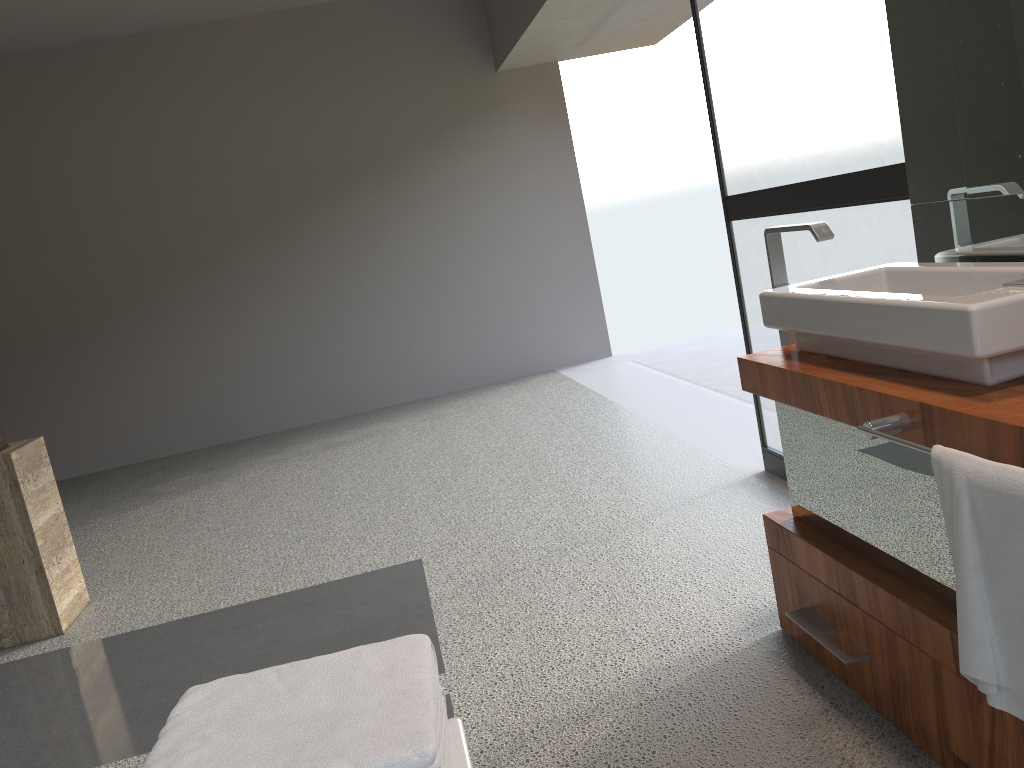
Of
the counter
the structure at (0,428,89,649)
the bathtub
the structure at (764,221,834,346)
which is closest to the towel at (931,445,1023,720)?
the counter

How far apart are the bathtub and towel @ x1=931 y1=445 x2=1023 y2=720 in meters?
0.7

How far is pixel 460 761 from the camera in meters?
1.1

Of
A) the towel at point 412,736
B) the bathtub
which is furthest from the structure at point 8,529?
the bathtub

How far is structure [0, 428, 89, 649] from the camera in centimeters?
318cm

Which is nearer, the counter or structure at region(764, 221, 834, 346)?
the counter

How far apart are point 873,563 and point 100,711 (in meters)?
2.15

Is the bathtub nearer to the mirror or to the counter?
the counter

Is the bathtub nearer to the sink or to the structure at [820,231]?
the sink

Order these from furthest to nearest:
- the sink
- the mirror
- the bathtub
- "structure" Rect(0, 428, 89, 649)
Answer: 1. "structure" Rect(0, 428, 89, 649)
2. the mirror
3. the sink
4. the bathtub
